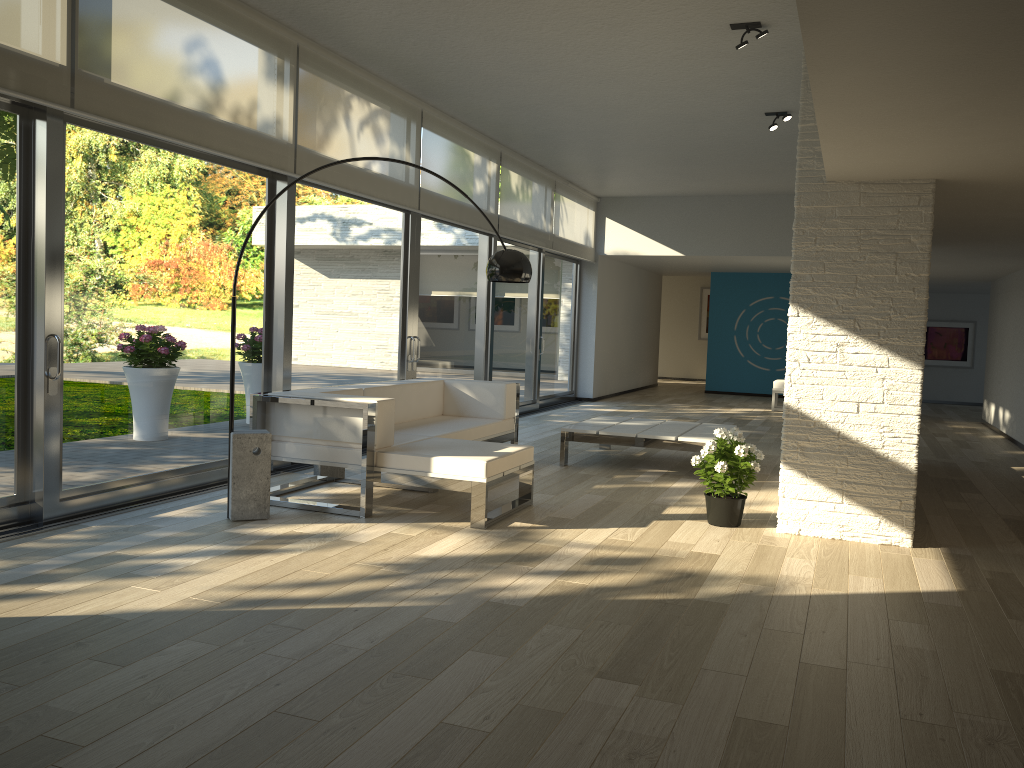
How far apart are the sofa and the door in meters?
0.5

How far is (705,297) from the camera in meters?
19.8 m

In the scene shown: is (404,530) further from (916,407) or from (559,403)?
(559,403)

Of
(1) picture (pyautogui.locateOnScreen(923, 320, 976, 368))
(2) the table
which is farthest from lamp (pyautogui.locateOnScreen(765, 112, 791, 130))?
(1) picture (pyautogui.locateOnScreen(923, 320, 976, 368))

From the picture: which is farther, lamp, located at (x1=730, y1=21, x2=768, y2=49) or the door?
lamp, located at (x1=730, y1=21, x2=768, y2=49)

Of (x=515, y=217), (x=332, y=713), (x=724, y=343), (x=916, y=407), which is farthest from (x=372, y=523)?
(x=724, y=343)

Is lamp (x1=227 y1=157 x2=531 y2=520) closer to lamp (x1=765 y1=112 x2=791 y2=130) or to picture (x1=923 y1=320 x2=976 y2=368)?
lamp (x1=765 y1=112 x2=791 y2=130)

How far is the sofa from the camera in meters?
4.9 m

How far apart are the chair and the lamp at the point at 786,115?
5.78m

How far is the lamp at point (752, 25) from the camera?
5.55m
